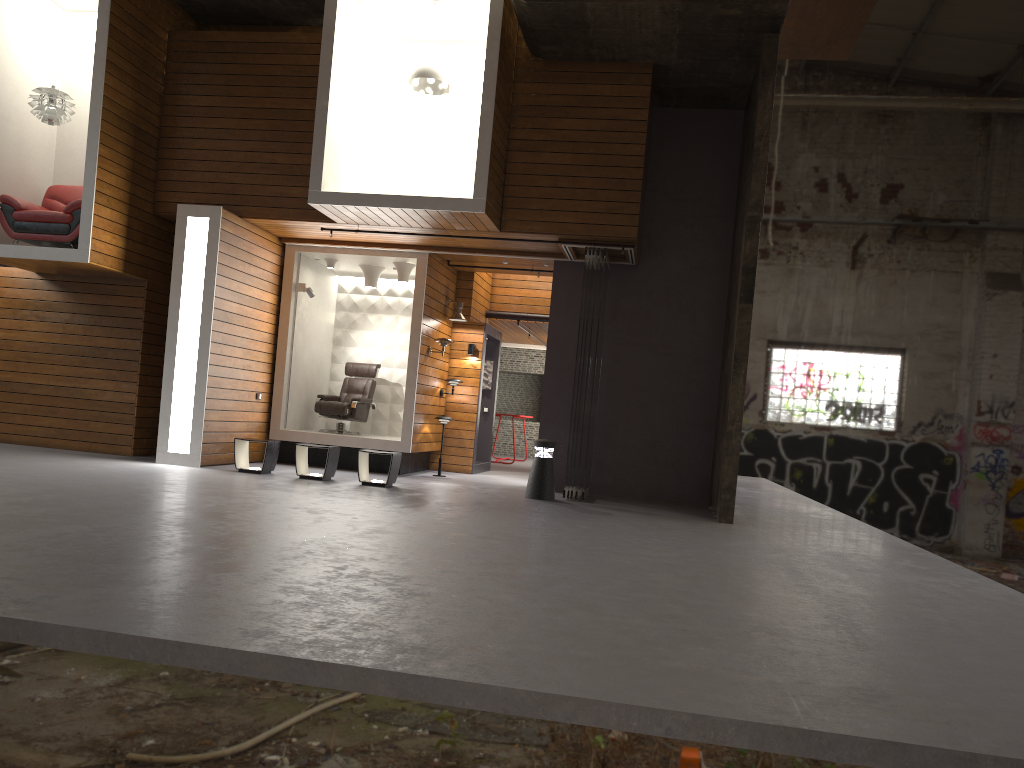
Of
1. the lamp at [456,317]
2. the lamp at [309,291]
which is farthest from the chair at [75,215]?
the lamp at [456,317]

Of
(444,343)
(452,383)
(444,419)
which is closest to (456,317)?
(444,343)

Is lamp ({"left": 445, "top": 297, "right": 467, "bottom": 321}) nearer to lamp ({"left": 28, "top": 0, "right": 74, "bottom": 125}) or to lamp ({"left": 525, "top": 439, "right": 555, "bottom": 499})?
lamp ({"left": 525, "top": 439, "right": 555, "bottom": 499})

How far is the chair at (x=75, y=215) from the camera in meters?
10.2

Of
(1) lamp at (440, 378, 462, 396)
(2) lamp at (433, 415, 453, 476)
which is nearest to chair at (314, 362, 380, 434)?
(1) lamp at (440, 378, 462, 396)

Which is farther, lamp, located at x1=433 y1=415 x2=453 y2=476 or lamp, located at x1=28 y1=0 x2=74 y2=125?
lamp, located at x1=433 y1=415 x2=453 y2=476

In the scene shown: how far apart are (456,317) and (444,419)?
1.6 meters

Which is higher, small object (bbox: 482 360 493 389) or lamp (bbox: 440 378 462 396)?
small object (bbox: 482 360 493 389)

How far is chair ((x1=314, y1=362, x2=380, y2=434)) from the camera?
12.63m

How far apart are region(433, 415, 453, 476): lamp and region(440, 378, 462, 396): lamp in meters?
0.8
